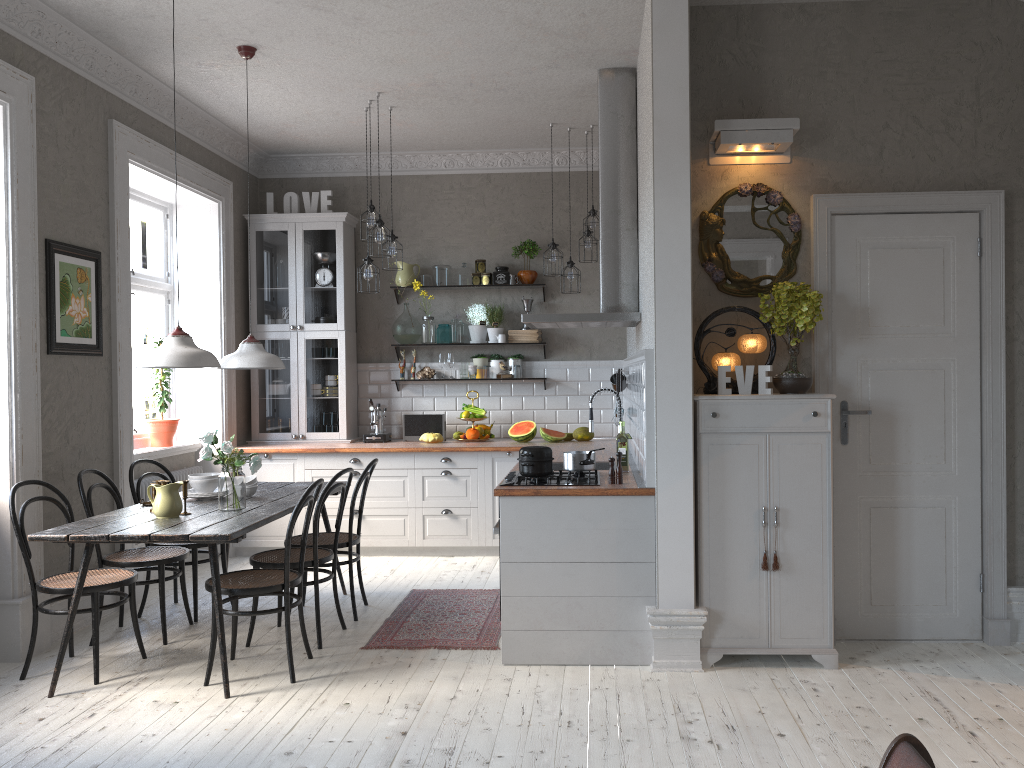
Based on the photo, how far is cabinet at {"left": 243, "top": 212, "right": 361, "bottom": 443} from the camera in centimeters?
738cm

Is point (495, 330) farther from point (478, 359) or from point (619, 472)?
point (619, 472)

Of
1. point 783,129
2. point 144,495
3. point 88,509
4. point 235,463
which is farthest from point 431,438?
point 783,129

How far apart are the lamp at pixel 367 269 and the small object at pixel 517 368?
1.7 meters

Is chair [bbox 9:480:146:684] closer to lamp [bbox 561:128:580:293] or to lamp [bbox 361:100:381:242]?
lamp [bbox 361:100:381:242]

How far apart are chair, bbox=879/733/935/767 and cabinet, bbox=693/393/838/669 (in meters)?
2.52

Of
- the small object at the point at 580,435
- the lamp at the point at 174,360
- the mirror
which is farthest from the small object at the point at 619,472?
the small object at the point at 580,435

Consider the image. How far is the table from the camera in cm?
391

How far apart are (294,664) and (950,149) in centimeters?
416cm

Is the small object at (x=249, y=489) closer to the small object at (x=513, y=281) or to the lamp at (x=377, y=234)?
the lamp at (x=377, y=234)
